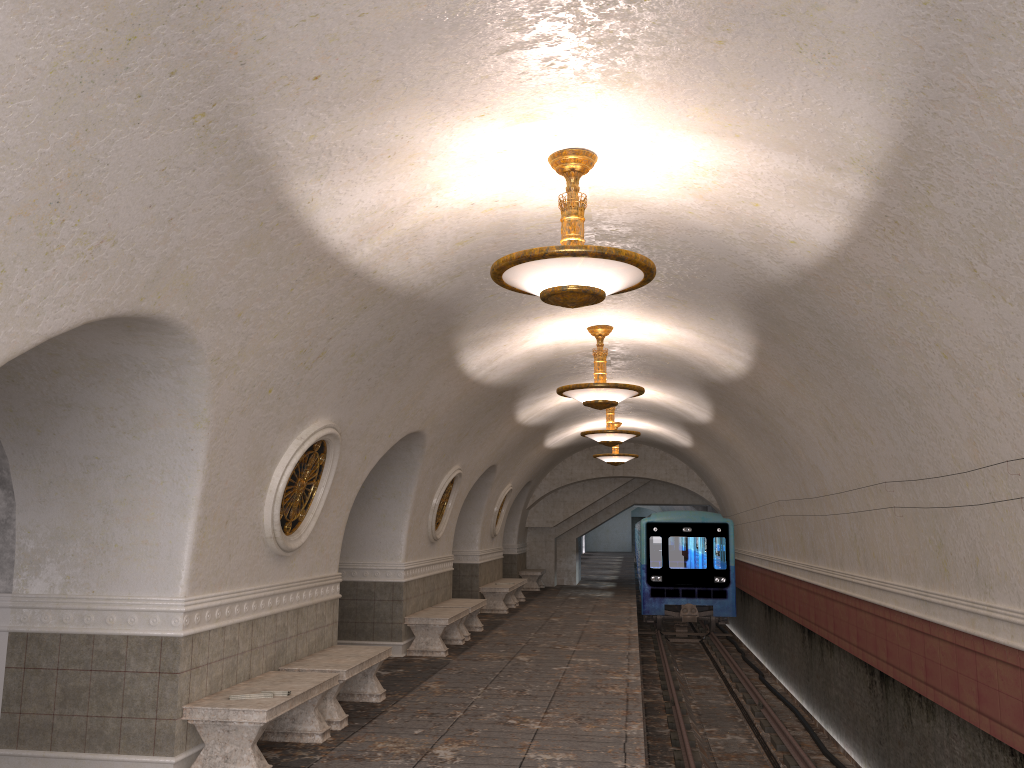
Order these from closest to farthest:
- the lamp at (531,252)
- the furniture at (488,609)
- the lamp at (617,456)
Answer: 1. the lamp at (531,252)
2. the furniture at (488,609)
3. the lamp at (617,456)

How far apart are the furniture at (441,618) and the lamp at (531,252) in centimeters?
727cm

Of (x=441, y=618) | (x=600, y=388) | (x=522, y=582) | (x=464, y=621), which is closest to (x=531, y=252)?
(x=600, y=388)

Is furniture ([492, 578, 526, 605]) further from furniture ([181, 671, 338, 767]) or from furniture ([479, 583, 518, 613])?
furniture ([181, 671, 338, 767])

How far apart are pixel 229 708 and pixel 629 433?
9.4 meters

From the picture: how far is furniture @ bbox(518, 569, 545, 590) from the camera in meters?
23.9

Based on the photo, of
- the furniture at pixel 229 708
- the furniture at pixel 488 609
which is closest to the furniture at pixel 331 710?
the furniture at pixel 229 708

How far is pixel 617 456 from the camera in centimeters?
1919cm

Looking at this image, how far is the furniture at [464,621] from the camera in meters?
13.6

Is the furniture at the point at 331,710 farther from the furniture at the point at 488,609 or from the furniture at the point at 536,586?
the furniture at the point at 536,586
